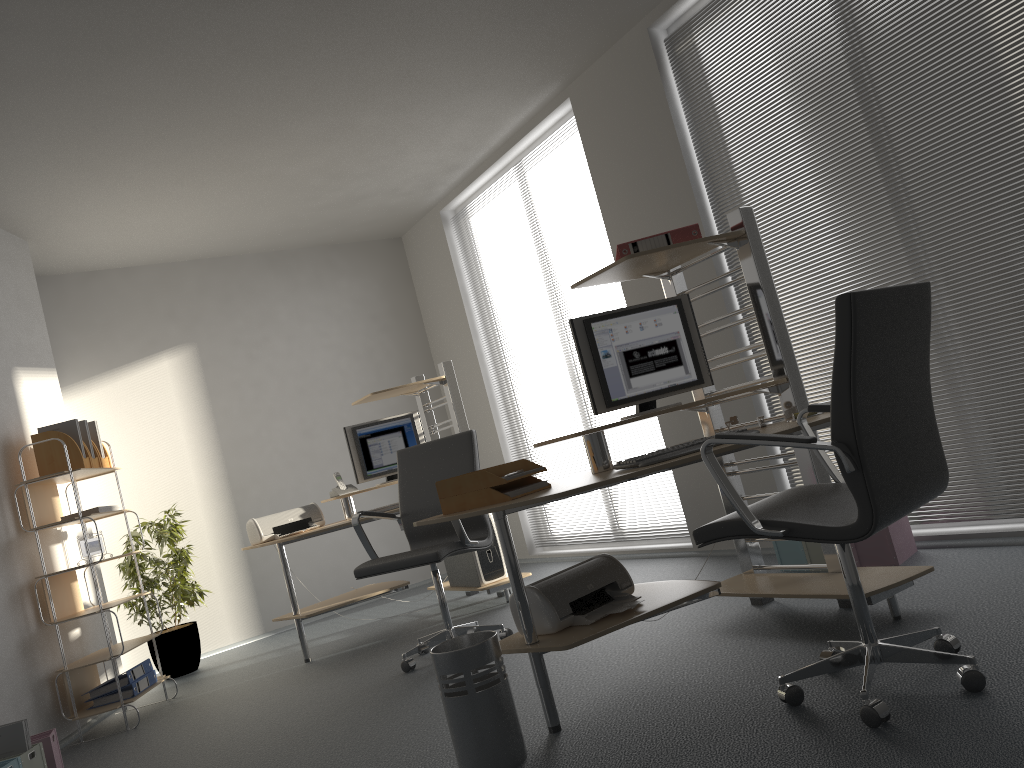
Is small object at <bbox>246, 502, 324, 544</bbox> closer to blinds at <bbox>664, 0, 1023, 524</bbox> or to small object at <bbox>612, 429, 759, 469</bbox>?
blinds at <bbox>664, 0, 1023, 524</bbox>

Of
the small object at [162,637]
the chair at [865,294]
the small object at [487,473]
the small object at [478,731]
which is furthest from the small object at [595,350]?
the small object at [162,637]

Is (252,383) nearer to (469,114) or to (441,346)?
(441,346)

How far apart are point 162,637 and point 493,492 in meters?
4.0

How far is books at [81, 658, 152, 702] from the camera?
4.72m

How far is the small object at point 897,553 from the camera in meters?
3.8

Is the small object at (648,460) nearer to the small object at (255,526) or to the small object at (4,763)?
the small object at (4,763)

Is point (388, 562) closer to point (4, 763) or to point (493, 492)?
point (493, 492)

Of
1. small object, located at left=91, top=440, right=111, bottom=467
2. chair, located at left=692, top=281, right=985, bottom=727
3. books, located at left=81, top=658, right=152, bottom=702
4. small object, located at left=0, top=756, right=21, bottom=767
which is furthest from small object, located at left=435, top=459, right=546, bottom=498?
small object, located at left=91, top=440, right=111, bottom=467

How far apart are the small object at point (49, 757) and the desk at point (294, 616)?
1.4 meters
